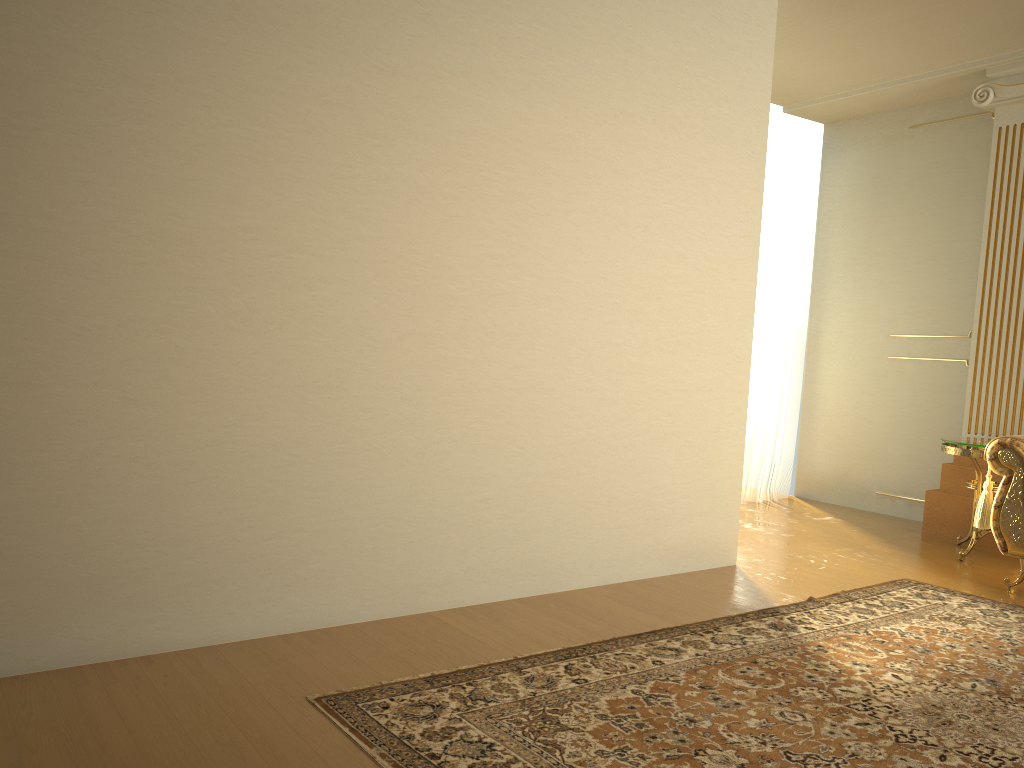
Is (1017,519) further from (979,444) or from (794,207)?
(794,207)

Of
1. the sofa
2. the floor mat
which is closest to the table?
the sofa

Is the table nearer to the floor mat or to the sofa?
the sofa

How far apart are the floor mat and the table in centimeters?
74cm

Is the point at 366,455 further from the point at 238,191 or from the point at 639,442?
the point at 639,442

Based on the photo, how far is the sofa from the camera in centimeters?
403cm

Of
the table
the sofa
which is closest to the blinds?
the table

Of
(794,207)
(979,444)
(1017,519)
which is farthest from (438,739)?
(794,207)

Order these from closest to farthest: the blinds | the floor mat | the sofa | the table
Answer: the floor mat → the sofa → the table → the blinds

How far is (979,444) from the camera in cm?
465
